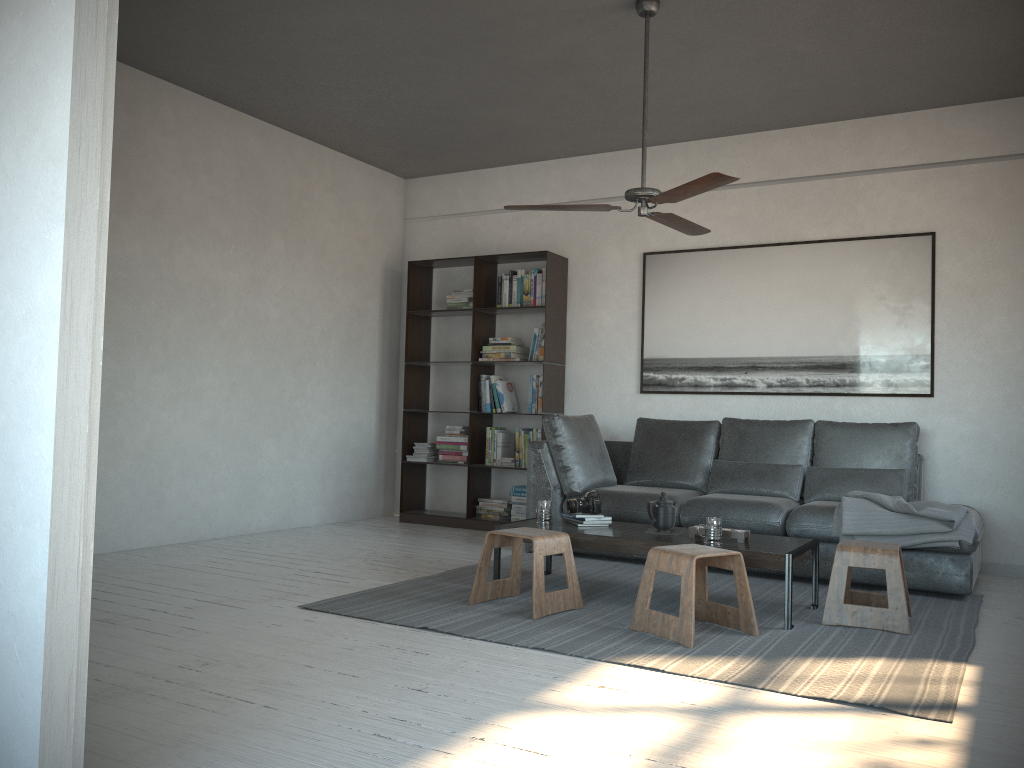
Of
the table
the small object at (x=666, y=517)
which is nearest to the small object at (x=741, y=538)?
the table

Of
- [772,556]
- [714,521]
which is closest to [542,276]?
[714,521]

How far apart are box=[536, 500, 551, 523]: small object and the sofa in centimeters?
94cm

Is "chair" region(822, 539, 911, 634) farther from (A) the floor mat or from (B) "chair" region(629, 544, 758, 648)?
(B) "chair" region(629, 544, 758, 648)

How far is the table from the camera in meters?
3.7

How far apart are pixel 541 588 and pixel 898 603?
1.50m

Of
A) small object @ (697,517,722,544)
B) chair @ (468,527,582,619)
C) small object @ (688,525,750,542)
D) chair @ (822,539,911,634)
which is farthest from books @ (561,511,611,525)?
chair @ (822,539,911,634)

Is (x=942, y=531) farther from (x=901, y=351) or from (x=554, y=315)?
(x=554, y=315)

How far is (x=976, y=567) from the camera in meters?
4.8 m

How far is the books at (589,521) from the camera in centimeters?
448cm
